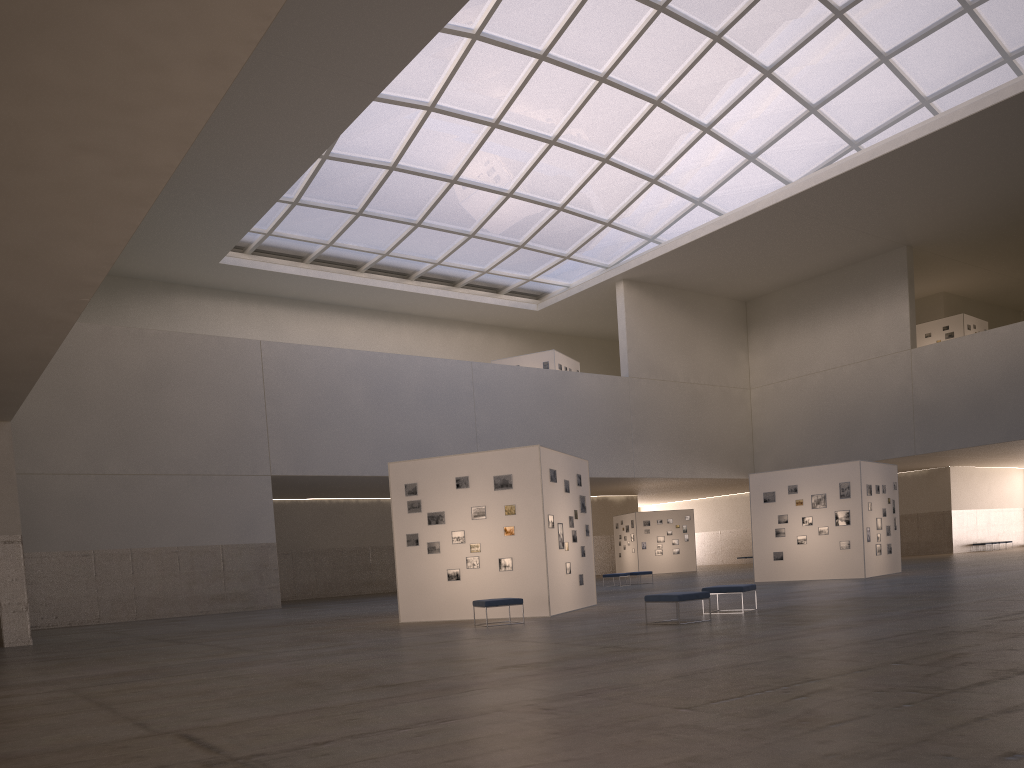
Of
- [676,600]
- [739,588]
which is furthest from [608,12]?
[676,600]

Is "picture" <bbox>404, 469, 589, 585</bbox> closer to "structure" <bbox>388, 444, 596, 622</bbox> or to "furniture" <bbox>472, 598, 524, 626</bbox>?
"structure" <bbox>388, 444, 596, 622</bbox>

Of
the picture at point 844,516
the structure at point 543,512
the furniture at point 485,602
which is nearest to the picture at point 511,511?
the structure at point 543,512

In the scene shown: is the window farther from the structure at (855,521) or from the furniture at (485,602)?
the furniture at (485,602)

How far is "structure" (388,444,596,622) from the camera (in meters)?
22.89

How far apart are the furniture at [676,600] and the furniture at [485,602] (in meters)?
3.79

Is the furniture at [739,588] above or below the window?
below

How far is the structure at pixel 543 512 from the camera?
22.89m

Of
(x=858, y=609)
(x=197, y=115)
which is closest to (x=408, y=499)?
(x=858, y=609)

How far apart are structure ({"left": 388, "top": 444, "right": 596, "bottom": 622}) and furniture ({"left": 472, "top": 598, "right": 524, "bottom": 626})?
1.97m
